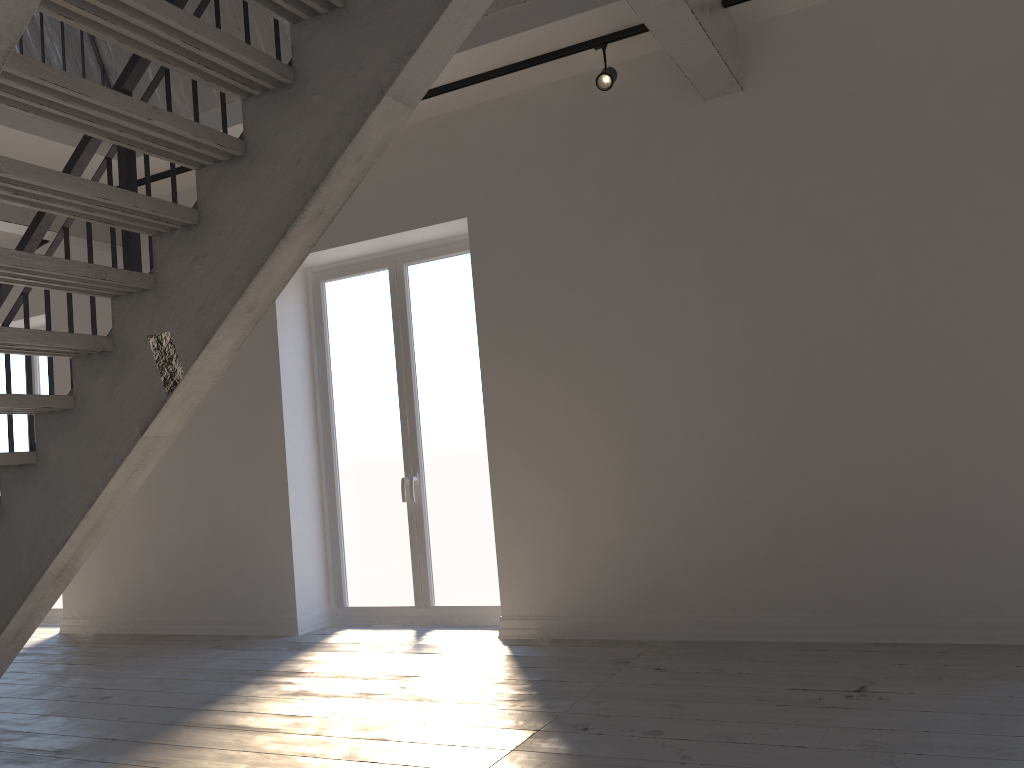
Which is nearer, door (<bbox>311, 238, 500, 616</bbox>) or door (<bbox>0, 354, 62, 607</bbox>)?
door (<bbox>311, 238, 500, 616</bbox>)

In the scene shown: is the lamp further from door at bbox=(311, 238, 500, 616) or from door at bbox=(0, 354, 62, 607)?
door at bbox=(0, 354, 62, 607)

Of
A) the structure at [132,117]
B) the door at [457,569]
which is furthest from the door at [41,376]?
the door at [457,569]

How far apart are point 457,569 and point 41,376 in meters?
4.1 m

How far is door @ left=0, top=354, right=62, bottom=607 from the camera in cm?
713

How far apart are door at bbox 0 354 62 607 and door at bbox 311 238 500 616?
2.7m

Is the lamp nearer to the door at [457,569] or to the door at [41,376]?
the door at [457,569]

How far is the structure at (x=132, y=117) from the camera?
2.5m

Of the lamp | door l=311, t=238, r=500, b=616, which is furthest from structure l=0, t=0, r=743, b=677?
door l=311, t=238, r=500, b=616

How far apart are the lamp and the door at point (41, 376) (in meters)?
5.21
